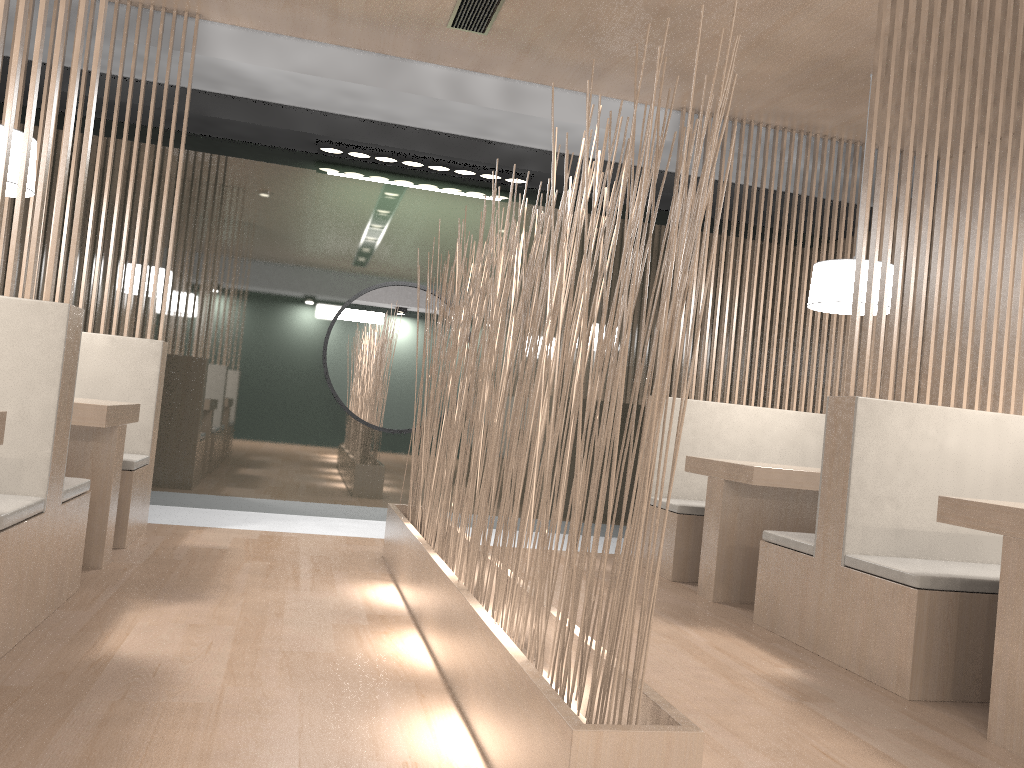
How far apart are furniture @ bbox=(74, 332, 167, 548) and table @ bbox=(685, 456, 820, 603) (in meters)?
1.60

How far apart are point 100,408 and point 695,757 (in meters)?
1.57

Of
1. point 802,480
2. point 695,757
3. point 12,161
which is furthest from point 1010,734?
point 12,161

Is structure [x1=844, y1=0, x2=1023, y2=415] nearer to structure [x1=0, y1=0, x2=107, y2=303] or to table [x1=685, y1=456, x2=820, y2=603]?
table [x1=685, y1=456, x2=820, y2=603]

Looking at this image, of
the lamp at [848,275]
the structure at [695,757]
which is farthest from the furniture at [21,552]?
the lamp at [848,275]

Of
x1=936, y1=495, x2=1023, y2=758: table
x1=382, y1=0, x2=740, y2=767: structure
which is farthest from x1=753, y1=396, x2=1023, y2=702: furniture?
x1=382, y1=0, x2=740, y2=767: structure

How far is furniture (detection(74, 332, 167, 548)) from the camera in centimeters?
241cm

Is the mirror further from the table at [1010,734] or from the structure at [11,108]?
the table at [1010,734]

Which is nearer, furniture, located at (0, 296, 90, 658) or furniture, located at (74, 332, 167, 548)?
furniture, located at (0, 296, 90, 658)

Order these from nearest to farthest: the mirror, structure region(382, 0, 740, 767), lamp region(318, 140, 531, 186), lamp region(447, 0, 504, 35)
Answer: structure region(382, 0, 740, 767)
lamp region(447, 0, 504, 35)
lamp region(318, 140, 531, 186)
the mirror
